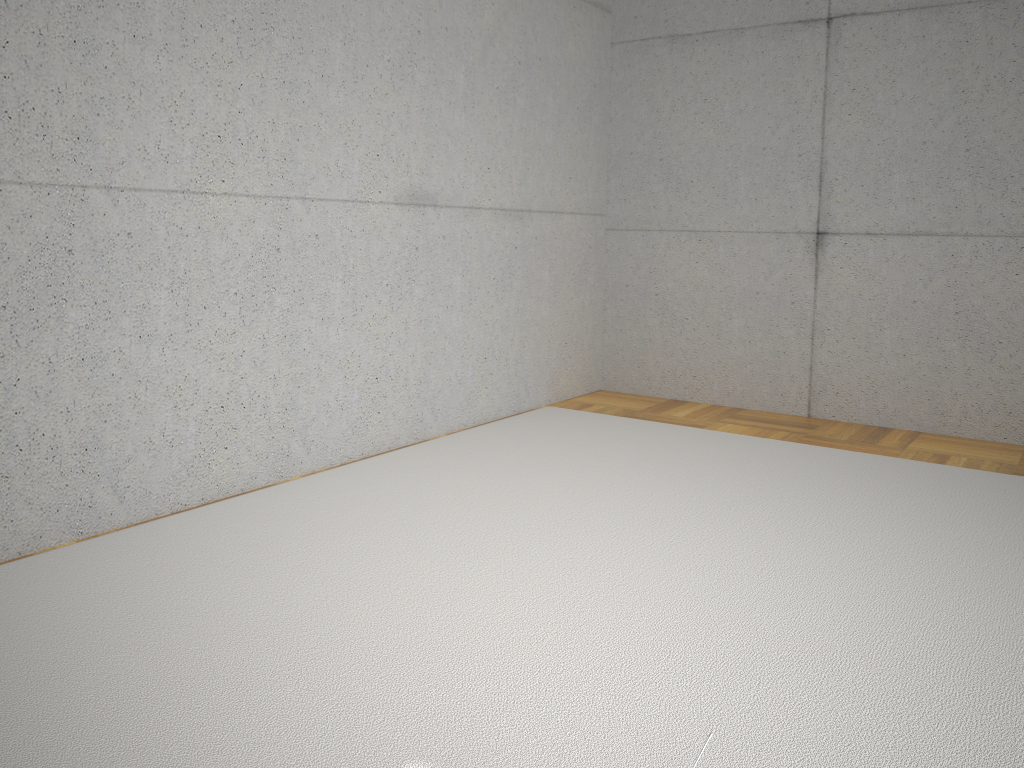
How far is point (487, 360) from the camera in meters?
4.9 m

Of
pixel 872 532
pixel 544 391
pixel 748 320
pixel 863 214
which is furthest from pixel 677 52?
pixel 872 532

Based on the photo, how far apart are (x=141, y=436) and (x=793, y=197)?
3.8m

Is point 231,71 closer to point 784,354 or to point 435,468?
point 435,468

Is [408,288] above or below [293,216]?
below
